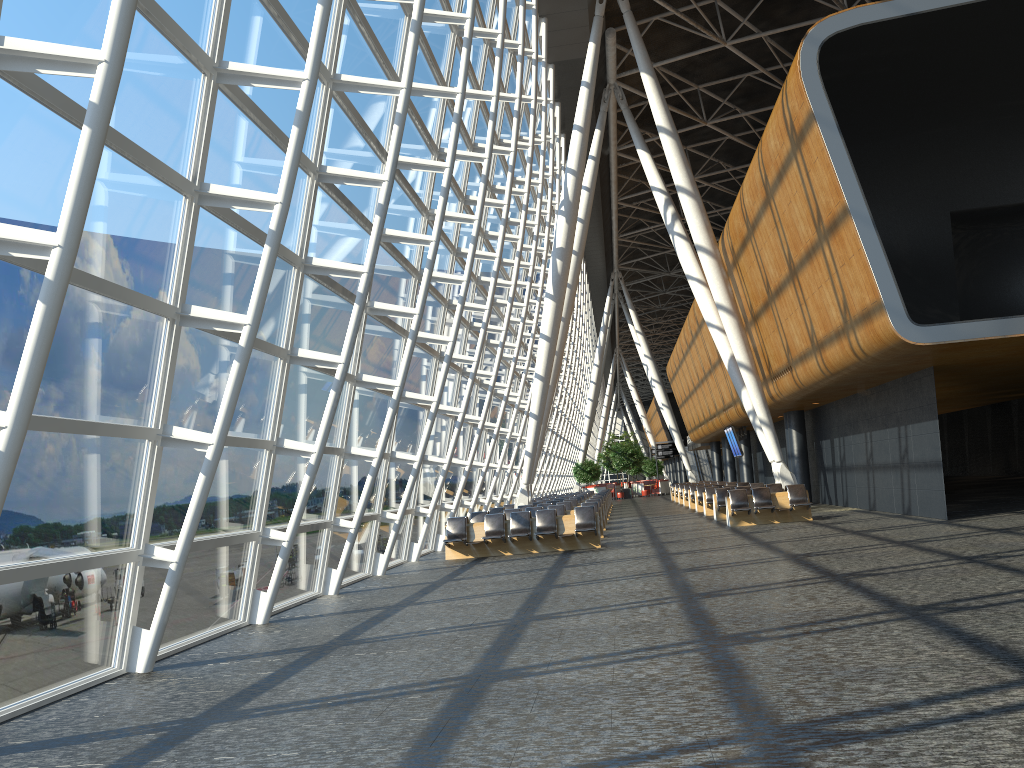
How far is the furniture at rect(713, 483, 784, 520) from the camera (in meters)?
23.68

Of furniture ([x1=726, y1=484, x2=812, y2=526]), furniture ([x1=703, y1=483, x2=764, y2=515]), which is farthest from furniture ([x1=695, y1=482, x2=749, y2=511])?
furniture ([x1=726, y1=484, x2=812, y2=526])

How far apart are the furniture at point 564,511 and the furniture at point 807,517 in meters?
3.9

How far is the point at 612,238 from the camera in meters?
49.9

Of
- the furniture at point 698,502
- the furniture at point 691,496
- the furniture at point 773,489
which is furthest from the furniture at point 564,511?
the furniture at point 691,496

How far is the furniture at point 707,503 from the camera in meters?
26.6

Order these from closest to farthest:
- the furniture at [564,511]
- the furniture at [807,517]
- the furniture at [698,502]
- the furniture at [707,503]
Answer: the furniture at [807,517] < the furniture at [564,511] < the furniture at [707,503] < the furniture at [698,502]

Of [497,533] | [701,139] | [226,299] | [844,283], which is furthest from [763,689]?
[701,139]

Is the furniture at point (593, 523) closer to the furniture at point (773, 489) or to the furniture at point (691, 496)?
the furniture at point (773, 489)

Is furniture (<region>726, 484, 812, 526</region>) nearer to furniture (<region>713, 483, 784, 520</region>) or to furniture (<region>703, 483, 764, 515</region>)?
furniture (<region>713, 483, 784, 520</region>)
